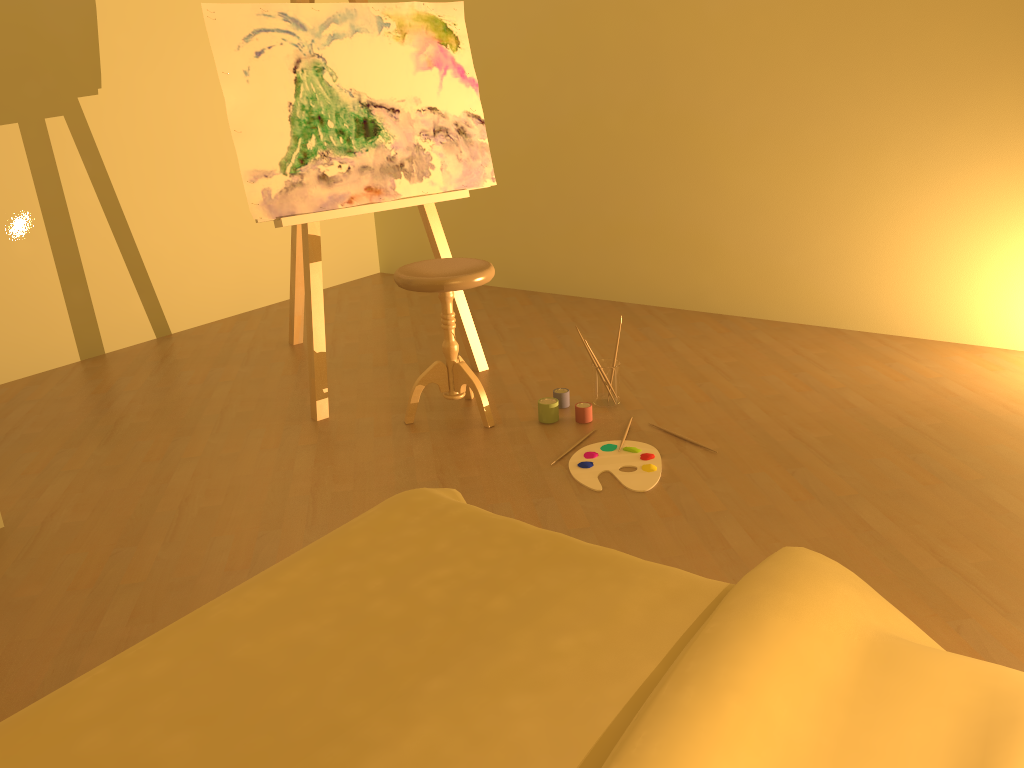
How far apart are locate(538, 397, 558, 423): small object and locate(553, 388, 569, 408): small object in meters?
0.1 m

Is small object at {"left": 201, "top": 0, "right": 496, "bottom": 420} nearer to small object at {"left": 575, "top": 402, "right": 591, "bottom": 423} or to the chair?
the chair

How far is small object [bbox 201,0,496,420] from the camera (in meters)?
3.02

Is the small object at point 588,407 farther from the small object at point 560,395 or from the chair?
the chair

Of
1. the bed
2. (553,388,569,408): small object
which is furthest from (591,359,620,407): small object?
the bed

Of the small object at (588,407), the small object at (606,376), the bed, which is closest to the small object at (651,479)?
the small object at (588,407)

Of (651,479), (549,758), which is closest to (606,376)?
(651,479)

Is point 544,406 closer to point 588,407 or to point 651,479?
point 588,407

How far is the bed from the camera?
1.0 meters

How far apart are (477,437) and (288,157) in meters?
1.2
